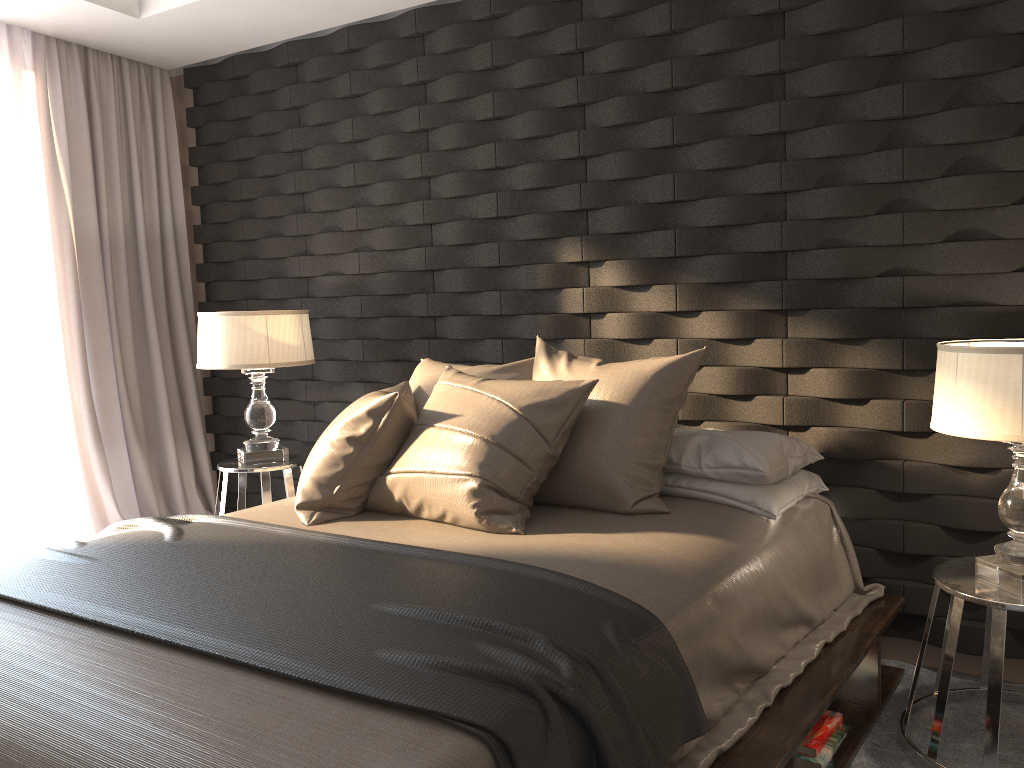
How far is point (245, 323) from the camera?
3.60m

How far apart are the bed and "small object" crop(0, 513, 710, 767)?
0.01m

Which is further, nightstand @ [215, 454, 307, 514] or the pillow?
nightstand @ [215, 454, 307, 514]

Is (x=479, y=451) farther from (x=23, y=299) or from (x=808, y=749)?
(x=23, y=299)

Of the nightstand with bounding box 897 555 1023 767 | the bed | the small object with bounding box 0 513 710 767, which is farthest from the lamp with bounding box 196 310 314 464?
the nightstand with bounding box 897 555 1023 767

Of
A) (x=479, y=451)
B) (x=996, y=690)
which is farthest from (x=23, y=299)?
(x=996, y=690)

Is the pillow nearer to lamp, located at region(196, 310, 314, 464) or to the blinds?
lamp, located at region(196, 310, 314, 464)

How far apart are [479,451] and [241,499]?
1.6m

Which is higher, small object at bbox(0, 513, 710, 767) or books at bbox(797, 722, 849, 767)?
small object at bbox(0, 513, 710, 767)

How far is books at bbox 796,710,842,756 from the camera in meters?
2.2
